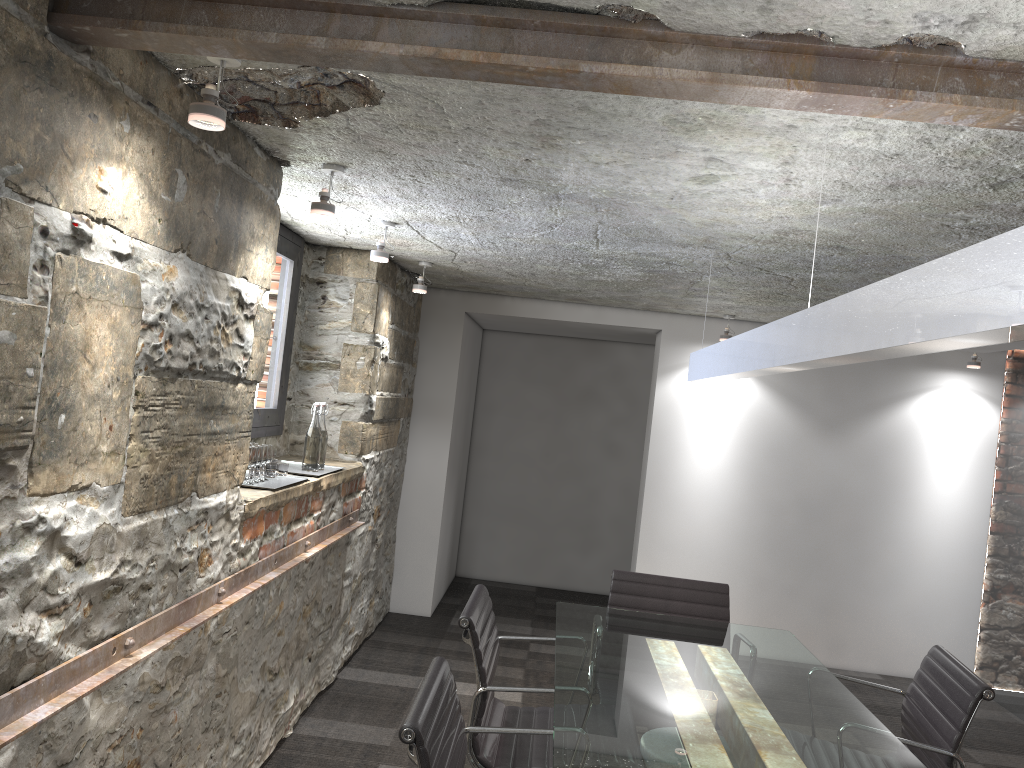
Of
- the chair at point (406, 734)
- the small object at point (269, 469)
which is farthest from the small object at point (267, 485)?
the chair at point (406, 734)

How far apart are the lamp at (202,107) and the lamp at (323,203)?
0.83m

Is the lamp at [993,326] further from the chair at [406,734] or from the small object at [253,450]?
the small object at [253,450]

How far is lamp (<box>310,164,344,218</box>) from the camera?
2.74m

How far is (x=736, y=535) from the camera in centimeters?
570cm

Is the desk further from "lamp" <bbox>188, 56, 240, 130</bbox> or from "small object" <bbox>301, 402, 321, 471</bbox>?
"lamp" <bbox>188, 56, 240, 130</bbox>

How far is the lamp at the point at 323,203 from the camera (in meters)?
2.74

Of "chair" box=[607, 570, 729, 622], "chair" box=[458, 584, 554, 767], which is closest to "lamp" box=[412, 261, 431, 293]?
"chair" box=[607, 570, 729, 622]

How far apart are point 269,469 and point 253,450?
0.3 meters

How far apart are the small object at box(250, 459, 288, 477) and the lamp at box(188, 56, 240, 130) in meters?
1.7
